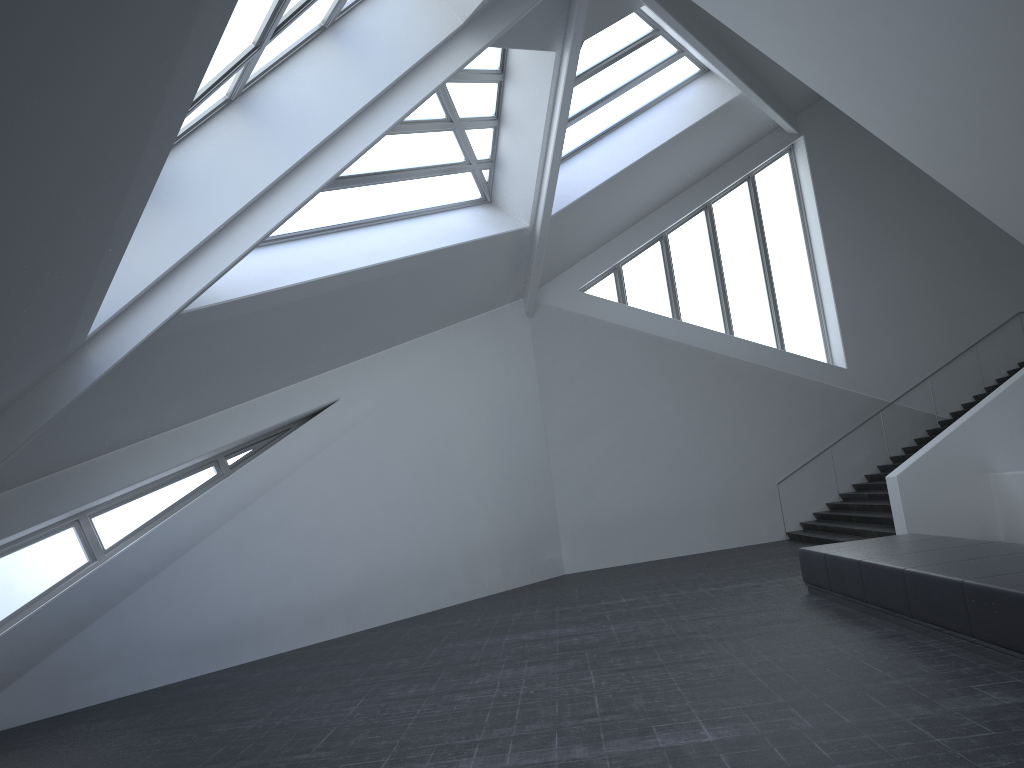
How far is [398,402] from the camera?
15.32m

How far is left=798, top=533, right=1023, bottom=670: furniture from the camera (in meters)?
6.40

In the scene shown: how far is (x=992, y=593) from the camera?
6.4m

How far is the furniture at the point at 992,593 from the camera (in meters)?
6.40
